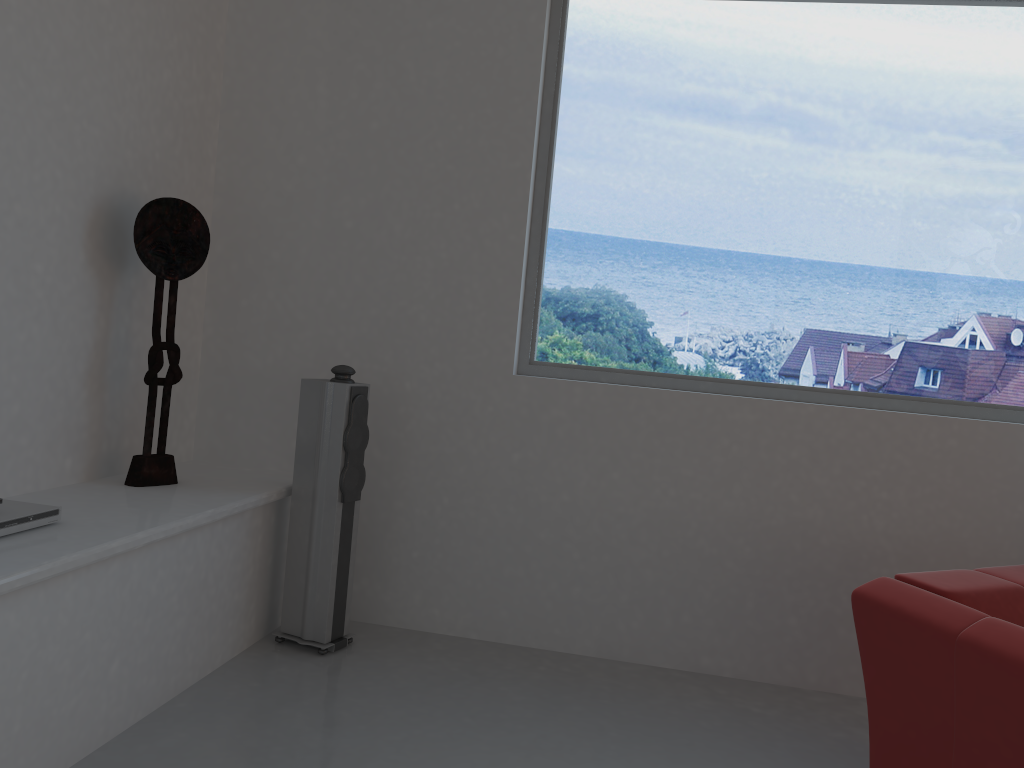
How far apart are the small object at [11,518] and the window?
2.0 meters

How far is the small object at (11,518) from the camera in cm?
252

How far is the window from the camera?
3.70m

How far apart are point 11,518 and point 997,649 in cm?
269

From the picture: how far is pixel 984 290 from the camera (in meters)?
3.70

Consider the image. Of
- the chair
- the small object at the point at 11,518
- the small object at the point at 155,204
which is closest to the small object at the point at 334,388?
the small object at the point at 155,204

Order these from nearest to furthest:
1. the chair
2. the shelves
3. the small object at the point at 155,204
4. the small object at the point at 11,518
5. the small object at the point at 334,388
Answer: the chair < the shelves < the small object at the point at 11,518 < the small object at the point at 155,204 < the small object at the point at 334,388

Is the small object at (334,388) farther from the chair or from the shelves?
the chair

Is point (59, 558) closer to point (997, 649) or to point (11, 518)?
point (11, 518)

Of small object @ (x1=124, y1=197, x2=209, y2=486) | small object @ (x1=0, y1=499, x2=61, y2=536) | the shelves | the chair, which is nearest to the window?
the chair
